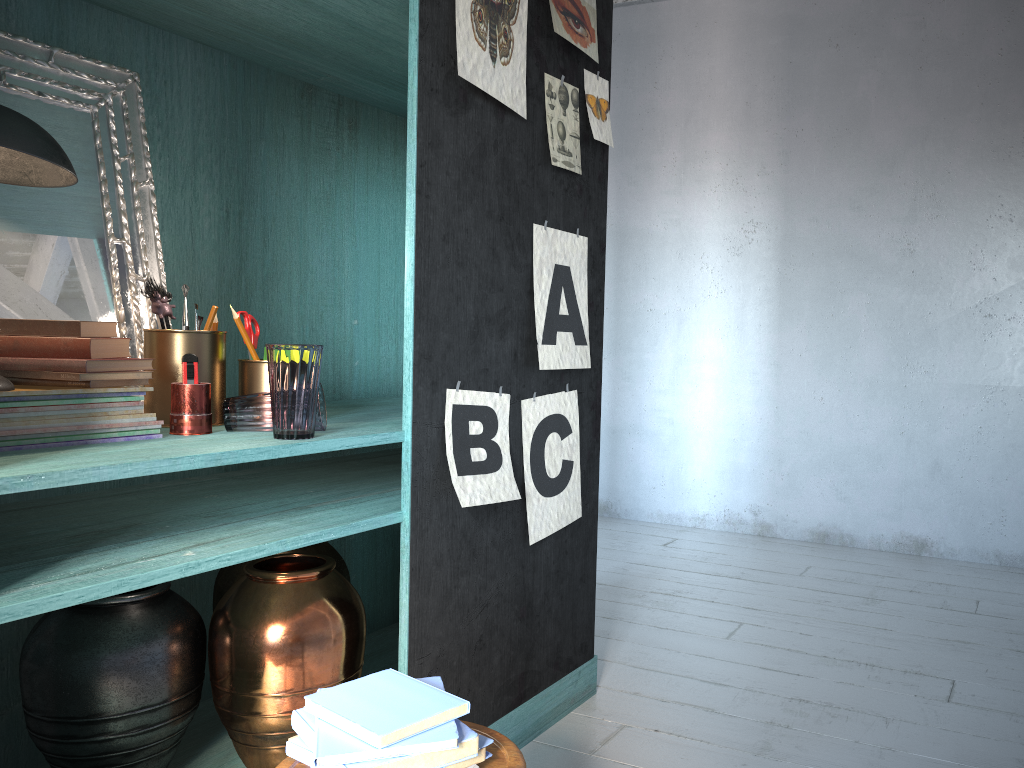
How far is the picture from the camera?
2.5m

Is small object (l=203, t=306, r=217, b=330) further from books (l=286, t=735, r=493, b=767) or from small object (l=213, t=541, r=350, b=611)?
books (l=286, t=735, r=493, b=767)

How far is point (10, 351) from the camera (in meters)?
2.02

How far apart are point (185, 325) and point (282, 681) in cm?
100

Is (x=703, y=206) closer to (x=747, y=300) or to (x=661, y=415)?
(x=747, y=300)

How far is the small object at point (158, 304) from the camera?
2.30m

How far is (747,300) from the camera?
5.9 meters

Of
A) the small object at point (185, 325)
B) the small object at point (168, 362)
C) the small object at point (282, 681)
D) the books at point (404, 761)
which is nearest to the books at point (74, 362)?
the small object at point (168, 362)

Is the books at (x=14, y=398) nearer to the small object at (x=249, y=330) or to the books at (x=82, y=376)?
the books at (x=82, y=376)

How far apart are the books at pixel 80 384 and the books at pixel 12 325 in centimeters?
11cm
